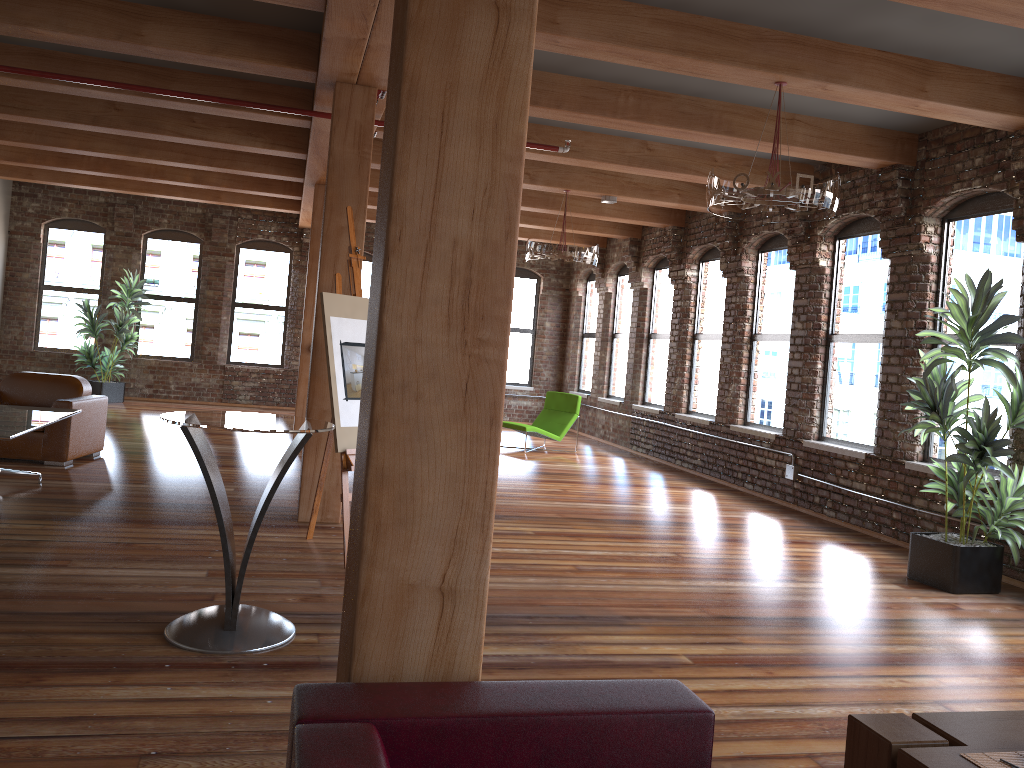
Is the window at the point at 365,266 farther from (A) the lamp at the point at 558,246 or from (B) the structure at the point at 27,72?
(B) the structure at the point at 27,72

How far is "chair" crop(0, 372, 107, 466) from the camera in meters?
7.6 m

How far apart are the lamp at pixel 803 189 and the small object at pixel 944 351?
0.9 meters

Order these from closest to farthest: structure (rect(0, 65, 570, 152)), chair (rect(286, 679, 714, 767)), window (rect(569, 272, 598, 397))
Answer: chair (rect(286, 679, 714, 767)) < structure (rect(0, 65, 570, 152)) < window (rect(569, 272, 598, 397))

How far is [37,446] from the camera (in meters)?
7.57

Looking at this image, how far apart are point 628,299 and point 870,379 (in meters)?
6.18

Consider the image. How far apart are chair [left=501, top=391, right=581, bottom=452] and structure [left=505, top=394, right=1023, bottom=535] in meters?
3.7

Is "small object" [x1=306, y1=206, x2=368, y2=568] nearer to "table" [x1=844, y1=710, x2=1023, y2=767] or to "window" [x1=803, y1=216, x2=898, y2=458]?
"table" [x1=844, y1=710, x2=1023, y2=767]

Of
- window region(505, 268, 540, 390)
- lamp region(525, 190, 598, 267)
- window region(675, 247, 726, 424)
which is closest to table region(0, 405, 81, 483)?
lamp region(525, 190, 598, 267)

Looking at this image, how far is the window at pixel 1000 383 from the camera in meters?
6.6
